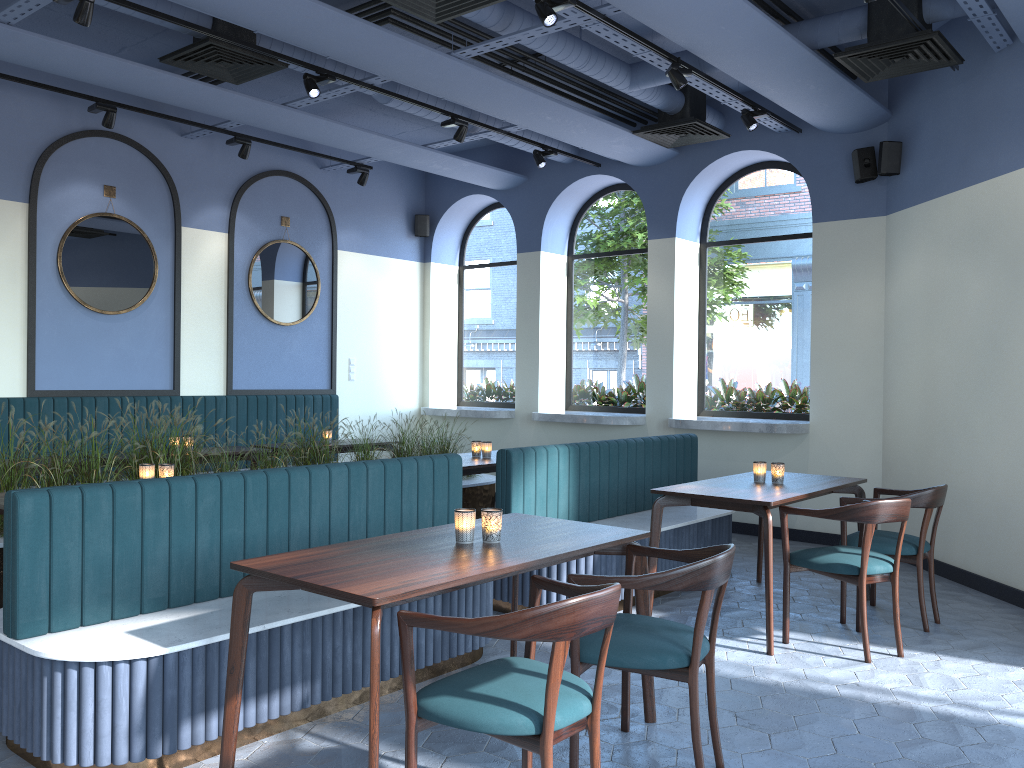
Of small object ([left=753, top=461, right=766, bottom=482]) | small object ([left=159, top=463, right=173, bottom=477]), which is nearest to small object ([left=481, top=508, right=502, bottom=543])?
small object ([left=159, top=463, right=173, bottom=477])

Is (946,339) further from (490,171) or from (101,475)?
(101,475)

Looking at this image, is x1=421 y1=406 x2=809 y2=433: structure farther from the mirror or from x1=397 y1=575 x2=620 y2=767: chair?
x1=397 y1=575 x2=620 y2=767: chair

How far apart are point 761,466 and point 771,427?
2.3 meters

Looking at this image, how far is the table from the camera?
2.57m

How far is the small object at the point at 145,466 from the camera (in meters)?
4.64

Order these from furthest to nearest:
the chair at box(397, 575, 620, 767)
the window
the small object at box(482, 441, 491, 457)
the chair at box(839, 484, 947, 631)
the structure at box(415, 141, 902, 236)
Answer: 1. the window
2. the structure at box(415, 141, 902, 236)
3. the small object at box(482, 441, 491, 457)
4. the chair at box(839, 484, 947, 631)
5. the chair at box(397, 575, 620, 767)

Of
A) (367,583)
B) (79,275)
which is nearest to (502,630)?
(367,583)

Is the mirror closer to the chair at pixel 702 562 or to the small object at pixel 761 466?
the small object at pixel 761 466

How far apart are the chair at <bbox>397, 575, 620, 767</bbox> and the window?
5.7 meters
